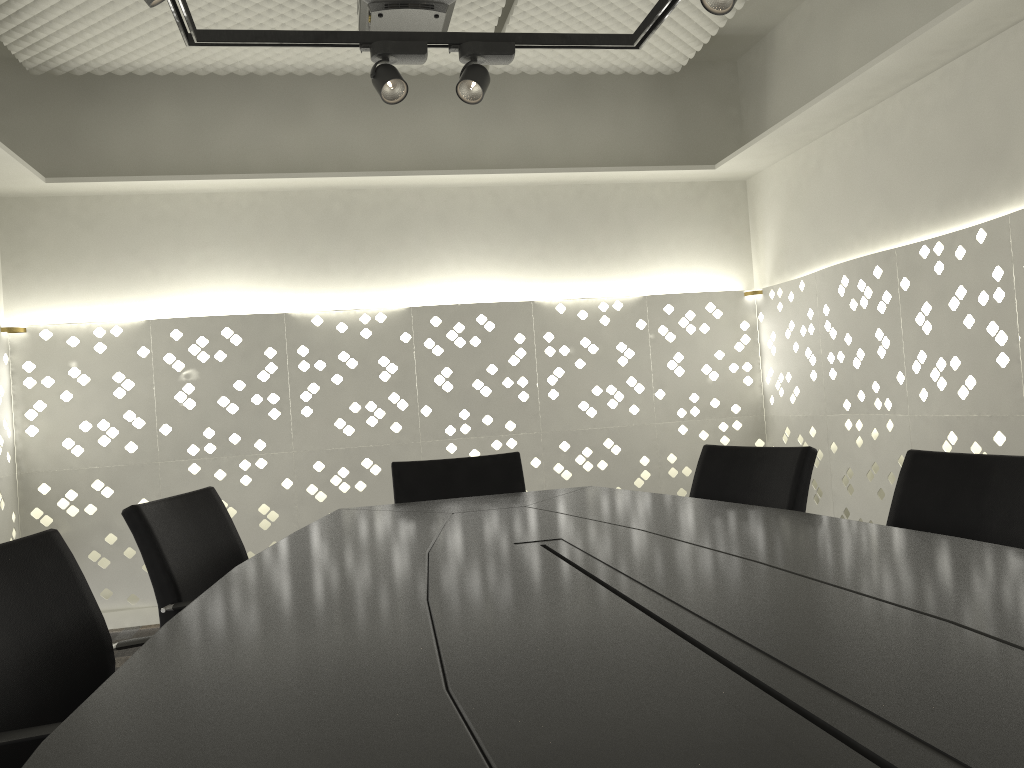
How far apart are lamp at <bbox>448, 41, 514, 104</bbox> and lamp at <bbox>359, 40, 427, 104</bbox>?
0.09m

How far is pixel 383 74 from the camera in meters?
2.7 m

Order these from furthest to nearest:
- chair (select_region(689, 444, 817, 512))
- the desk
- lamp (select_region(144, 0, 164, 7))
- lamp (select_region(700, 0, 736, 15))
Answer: lamp (select_region(700, 0, 736, 15)) < chair (select_region(689, 444, 817, 512)) < lamp (select_region(144, 0, 164, 7)) < the desk

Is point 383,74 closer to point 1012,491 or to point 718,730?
point 1012,491

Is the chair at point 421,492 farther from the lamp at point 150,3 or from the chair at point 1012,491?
the lamp at point 150,3

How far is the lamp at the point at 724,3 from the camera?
2.3m

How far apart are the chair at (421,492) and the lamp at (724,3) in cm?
141

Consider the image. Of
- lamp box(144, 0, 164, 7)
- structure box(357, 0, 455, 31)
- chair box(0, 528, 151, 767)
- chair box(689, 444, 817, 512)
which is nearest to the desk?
chair box(0, 528, 151, 767)

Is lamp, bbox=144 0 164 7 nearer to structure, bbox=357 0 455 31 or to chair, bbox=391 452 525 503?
structure, bbox=357 0 455 31

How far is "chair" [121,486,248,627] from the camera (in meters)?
1.86
